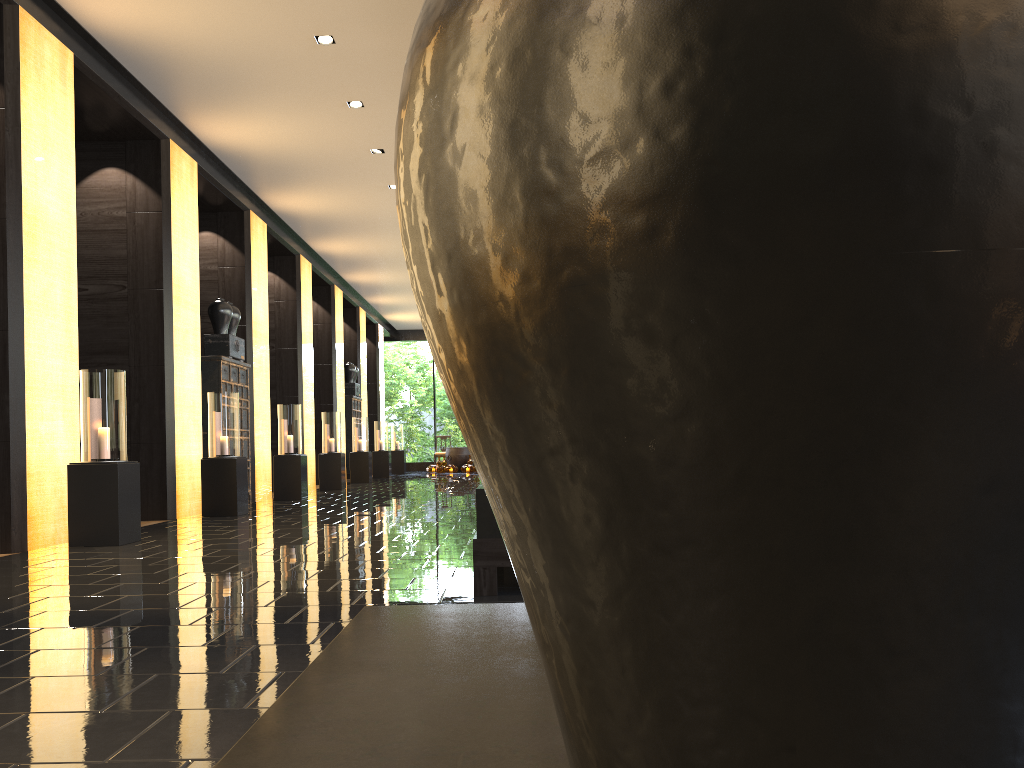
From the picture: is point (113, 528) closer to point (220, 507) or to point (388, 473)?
point (220, 507)

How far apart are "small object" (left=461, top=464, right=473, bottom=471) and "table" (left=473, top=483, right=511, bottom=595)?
20.5 meters

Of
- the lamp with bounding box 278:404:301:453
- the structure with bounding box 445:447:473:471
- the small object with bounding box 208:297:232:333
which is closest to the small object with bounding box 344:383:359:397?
the structure with bounding box 445:447:473:471

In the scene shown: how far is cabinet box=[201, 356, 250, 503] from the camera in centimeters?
1105cm

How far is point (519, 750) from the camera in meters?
0.6 m

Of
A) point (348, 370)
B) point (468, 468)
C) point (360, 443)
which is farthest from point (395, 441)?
point (360, 443)

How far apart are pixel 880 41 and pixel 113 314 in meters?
10.4

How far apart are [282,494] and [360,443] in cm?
596

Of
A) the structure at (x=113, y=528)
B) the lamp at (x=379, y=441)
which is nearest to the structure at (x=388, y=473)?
the lamp at (x=379, y=441)

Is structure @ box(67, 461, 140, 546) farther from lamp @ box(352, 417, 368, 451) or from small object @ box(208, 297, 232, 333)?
lamp @ box(352, 417, 368, 451)
